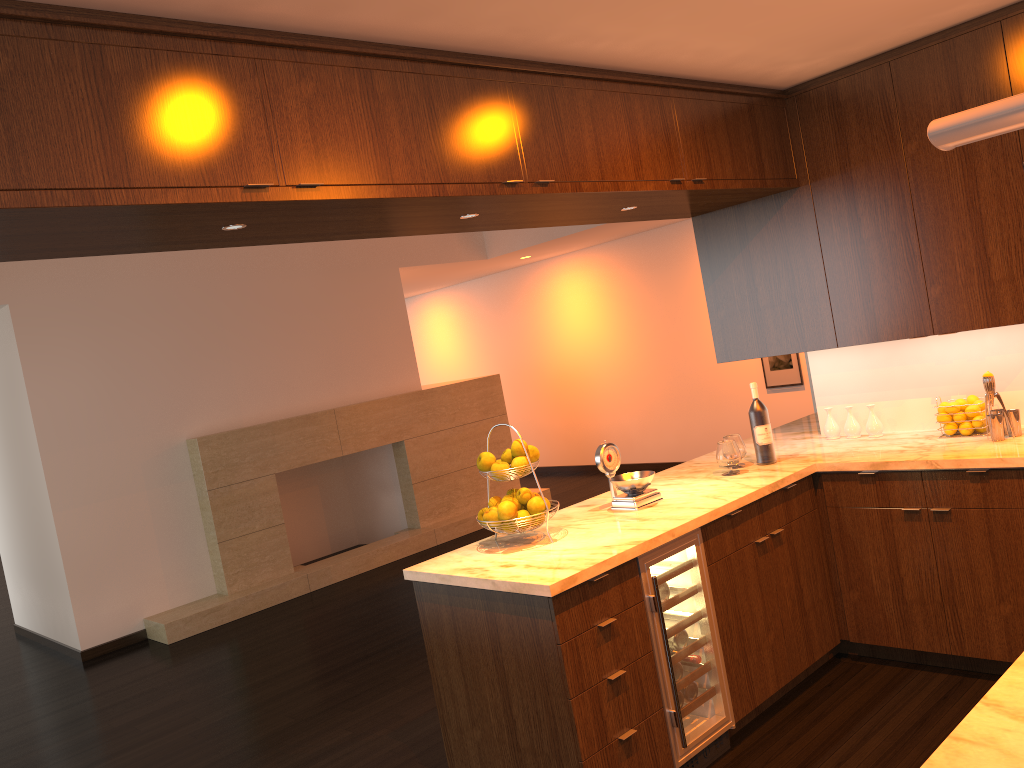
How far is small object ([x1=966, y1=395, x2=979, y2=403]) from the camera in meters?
3.9 m

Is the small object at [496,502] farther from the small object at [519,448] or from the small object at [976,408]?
the small object at [976,408]

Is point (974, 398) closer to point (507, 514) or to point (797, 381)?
point (507, 514)

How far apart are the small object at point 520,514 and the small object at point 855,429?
1.9 meters

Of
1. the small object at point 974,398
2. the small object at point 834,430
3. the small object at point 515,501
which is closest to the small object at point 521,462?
the small object at point 515,501

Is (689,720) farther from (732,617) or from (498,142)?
(498,142)

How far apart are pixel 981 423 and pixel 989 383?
0.25m

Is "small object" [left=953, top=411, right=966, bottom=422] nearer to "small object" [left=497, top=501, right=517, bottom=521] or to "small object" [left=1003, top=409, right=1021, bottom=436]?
"small object" [left=1003, top=409, right=1021, bottom=436]

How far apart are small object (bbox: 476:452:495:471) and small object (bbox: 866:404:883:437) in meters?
2.0

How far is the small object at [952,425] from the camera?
3.9 meters
